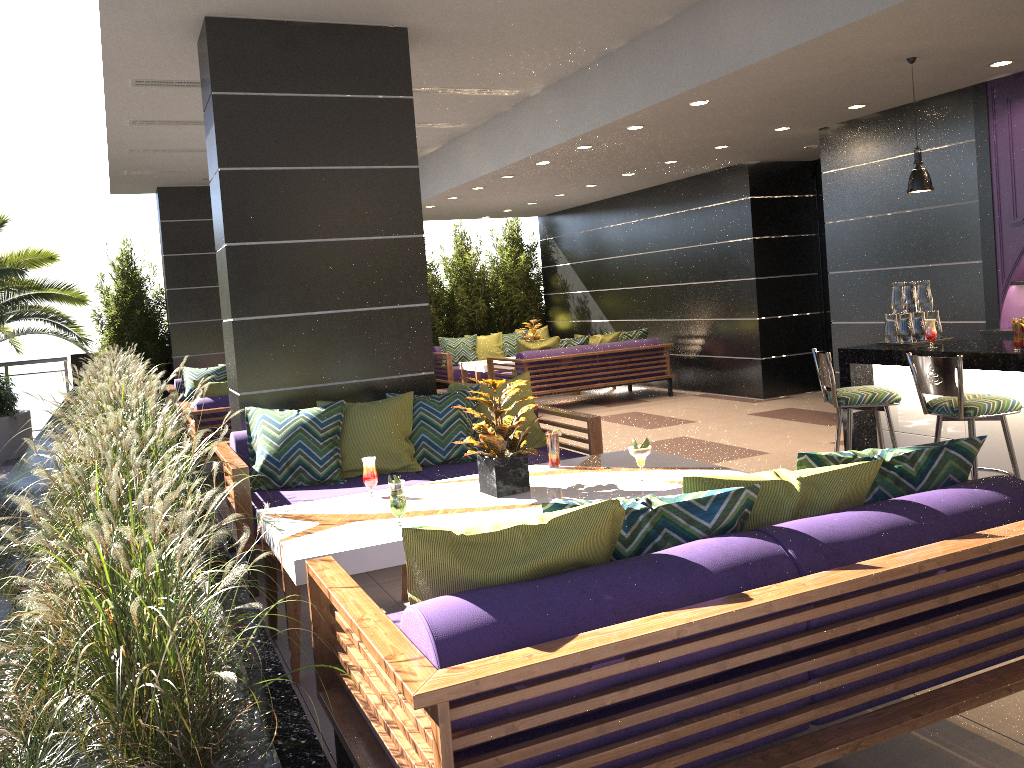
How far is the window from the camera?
10.40m

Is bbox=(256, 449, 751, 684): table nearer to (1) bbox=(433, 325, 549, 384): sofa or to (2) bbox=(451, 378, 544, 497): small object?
(2) bbox=(451, 378, 544, 497): small object

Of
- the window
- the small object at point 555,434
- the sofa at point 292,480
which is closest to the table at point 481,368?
the window

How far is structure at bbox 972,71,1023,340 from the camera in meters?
6.4 m

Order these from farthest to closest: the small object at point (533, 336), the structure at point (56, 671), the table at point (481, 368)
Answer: the small object at point (533, 336)
the table at point (481, 368)
the structure at point (56, 671)

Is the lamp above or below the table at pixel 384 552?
above

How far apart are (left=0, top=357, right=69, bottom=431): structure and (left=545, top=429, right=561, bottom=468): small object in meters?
10.4 m

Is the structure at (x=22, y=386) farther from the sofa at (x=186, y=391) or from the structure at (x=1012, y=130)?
the structure at (x=1012, y=130)

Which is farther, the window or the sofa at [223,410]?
the window

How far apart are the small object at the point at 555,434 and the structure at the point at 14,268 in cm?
736
